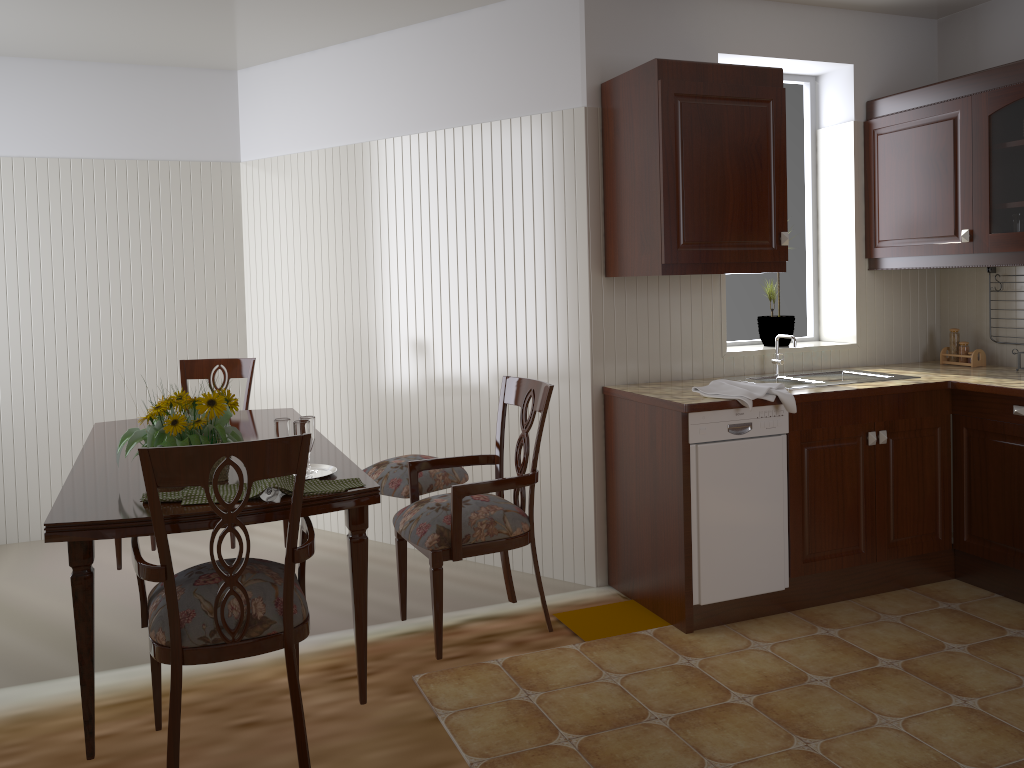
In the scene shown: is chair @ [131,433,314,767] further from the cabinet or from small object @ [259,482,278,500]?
the cabinet

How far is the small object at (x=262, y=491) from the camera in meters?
2.1

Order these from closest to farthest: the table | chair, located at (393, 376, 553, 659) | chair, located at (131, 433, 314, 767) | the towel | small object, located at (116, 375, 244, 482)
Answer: chair, located at (131, 433, 314, 767)
the table
small object, located at (116, 375, 244, 482)
chair, located at (393, 376, 553, 659)
the towel

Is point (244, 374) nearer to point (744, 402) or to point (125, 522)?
point (125, 522)

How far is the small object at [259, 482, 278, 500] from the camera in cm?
206

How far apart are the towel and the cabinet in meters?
0.4

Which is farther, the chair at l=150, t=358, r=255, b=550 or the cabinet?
the chair at l=150, t=358, r=255, b=550

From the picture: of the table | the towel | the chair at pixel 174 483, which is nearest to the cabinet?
the towel

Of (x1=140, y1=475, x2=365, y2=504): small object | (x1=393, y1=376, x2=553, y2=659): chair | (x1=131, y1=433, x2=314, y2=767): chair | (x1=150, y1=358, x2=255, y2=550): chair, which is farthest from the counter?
(x1=150, y1=358, x2=255, y2=550): chair

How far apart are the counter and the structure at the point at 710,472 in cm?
4
